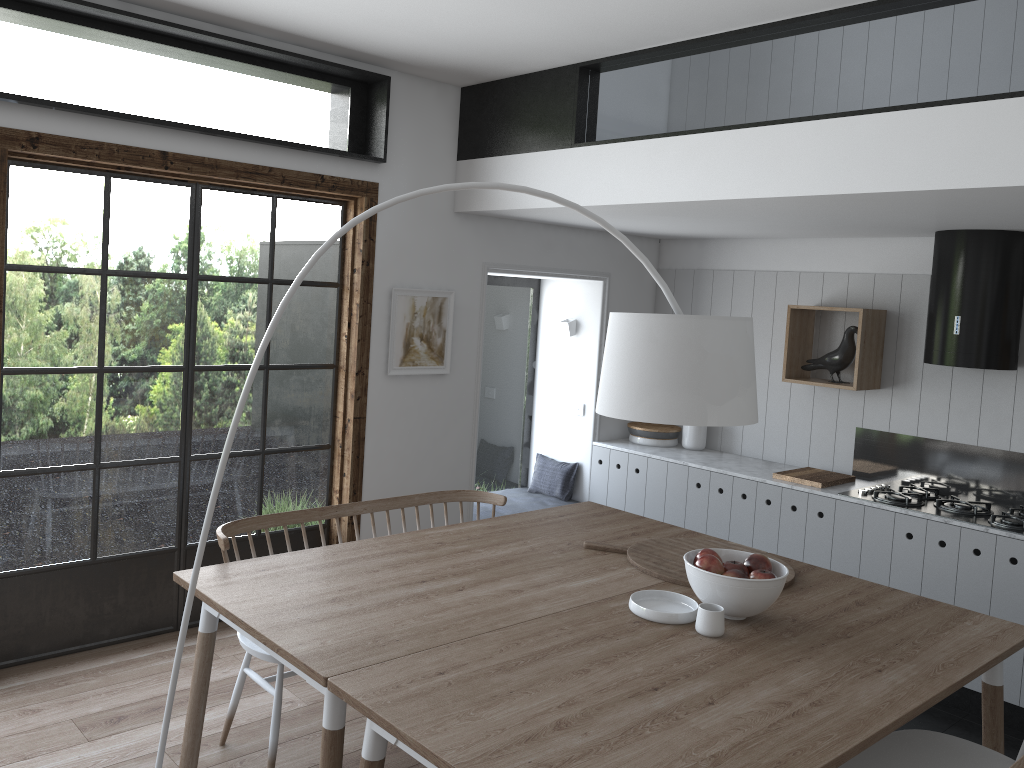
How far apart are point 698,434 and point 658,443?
0.3 meters

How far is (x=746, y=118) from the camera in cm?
368

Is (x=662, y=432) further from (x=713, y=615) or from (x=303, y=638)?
(x=303, y=638)

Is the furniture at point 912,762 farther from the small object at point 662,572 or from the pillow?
the pillow

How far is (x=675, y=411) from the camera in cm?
234

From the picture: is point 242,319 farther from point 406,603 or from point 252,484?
point 406,603

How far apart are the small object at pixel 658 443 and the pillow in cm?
44

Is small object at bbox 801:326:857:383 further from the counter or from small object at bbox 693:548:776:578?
small object at bbox 693:548:776:578

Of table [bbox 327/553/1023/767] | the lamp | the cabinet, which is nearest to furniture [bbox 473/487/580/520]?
the cabinet

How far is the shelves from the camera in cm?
497
